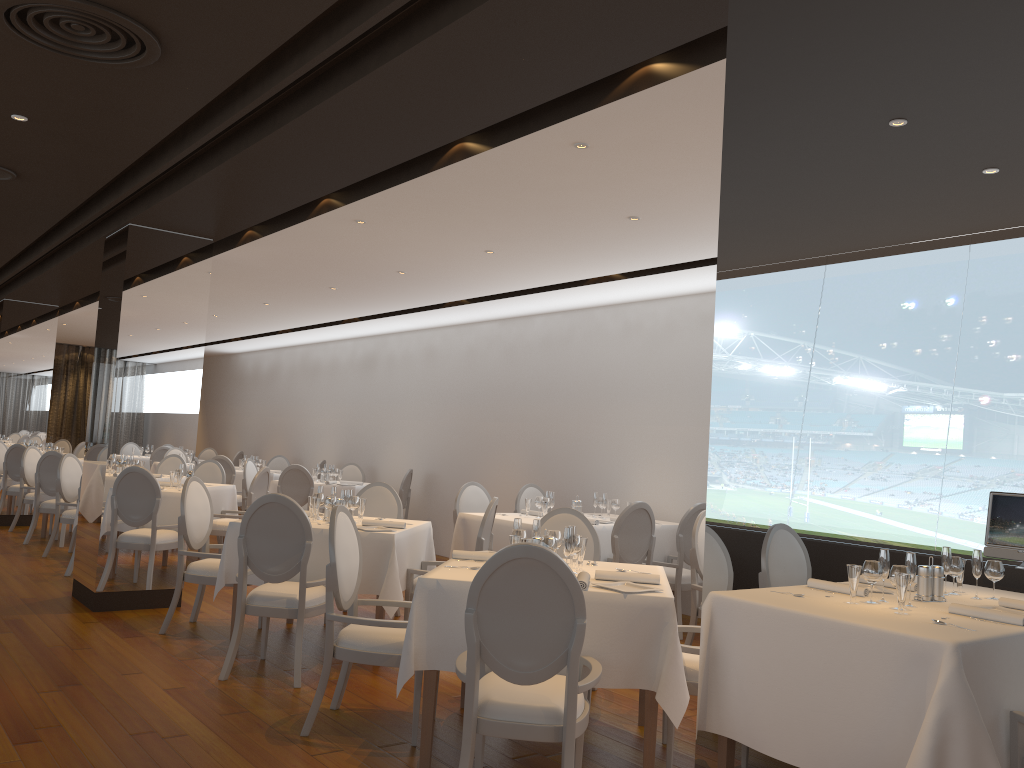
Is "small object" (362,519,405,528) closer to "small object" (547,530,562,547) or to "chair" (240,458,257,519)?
"small object" (547,530,562,547)

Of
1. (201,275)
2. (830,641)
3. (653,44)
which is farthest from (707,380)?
(830,641)

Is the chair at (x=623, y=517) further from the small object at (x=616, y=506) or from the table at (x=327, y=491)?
the table at (x=327, y=491)

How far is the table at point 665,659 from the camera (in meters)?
3.72

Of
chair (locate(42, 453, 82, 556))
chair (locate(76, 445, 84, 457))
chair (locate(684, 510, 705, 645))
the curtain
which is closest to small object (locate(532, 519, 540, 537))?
chair (locate(684, 510, 705, 645))

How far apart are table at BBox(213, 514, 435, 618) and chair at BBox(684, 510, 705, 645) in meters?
1.9

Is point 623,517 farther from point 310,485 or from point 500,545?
point 310,485

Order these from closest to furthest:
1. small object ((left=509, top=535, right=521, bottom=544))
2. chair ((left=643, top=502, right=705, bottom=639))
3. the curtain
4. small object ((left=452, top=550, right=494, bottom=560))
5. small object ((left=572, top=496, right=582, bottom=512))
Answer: small object ((left=509, top=535, right=521, bottom=544)) < small object ((left=452, top=550, right=494, bottom=560)) < chair ((left=643, top=502, right=705, bottom=639)) < small object ((left=572, top=496, right=582, bottom=512)) < the curtain

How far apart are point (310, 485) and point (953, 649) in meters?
9.6 m

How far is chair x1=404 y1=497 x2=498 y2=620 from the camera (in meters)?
5.96
